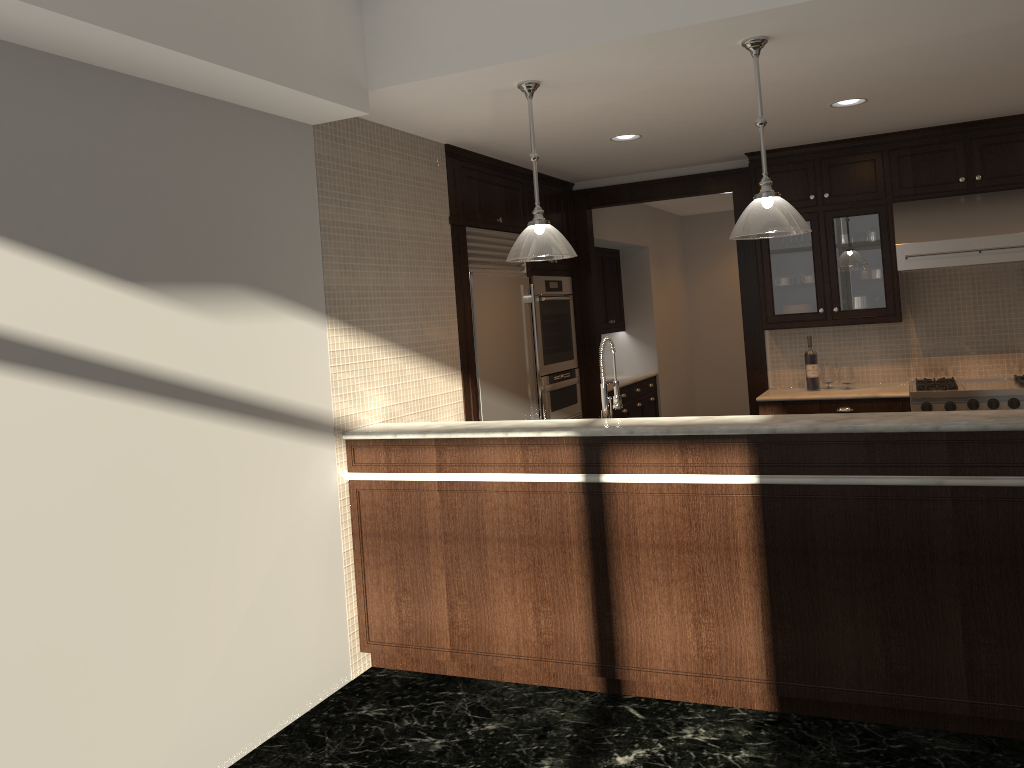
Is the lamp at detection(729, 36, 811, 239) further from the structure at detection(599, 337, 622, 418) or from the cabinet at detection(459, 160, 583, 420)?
the cabinet at detection(459, 160, 583, 420)

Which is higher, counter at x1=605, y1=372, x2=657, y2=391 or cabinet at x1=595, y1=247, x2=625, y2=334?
cabinet at x1=595, y1=247, x2=625, y2=334

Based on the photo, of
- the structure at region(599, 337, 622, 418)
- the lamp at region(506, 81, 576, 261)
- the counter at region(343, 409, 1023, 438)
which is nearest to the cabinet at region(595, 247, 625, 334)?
the structure at region(599, 337, 622, 418)

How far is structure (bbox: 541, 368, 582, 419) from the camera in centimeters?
625cm

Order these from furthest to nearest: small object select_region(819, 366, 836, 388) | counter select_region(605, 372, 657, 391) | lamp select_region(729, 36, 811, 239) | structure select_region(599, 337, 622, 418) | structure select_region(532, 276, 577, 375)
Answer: counter select_region(605, 372, 657, 391), structure select_region(532, 276, 577, 375), small object select_region(819, 366, 836, 388), structure select_region(599, 337, 622, 418), lamp select_region(729, 36, 811, 239)

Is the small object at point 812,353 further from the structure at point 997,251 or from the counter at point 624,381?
the counter at point 624,381

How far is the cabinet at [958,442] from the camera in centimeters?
303cm

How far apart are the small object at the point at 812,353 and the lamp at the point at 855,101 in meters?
1.8 m

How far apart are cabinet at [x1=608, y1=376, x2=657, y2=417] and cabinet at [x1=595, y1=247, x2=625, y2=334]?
0.60m

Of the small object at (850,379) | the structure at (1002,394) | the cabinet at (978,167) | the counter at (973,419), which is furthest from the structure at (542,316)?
the structure at (1002,394)
